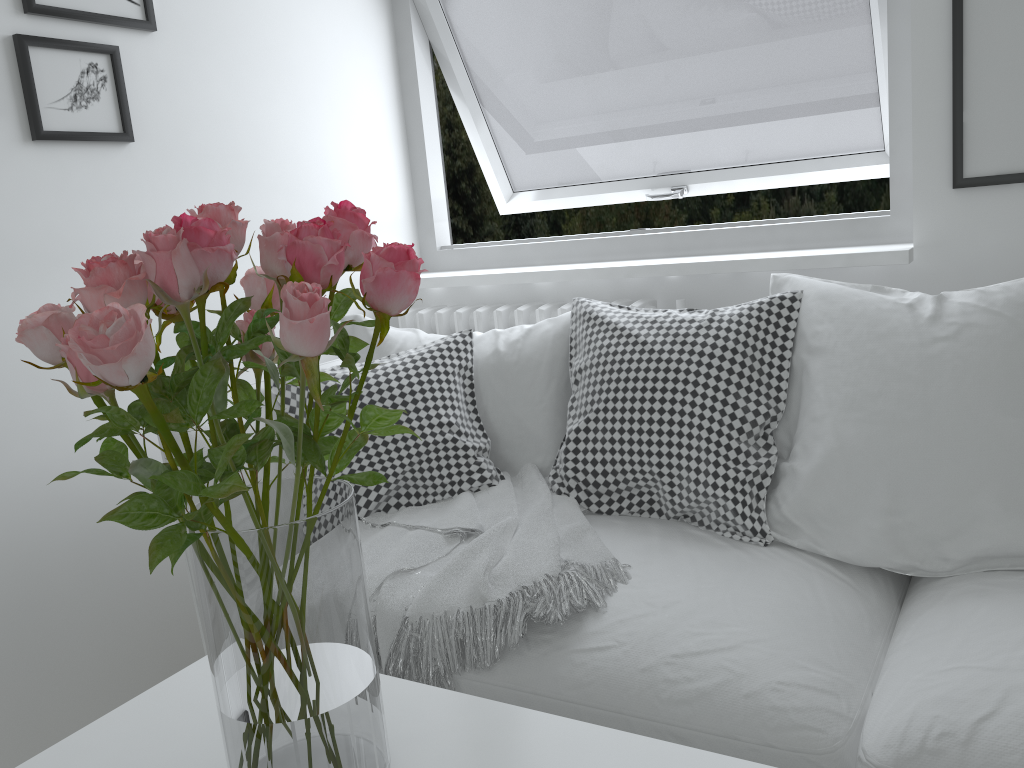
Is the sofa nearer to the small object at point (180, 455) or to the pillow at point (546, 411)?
the pillow at point (546, 411)

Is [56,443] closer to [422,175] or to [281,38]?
[281,38]

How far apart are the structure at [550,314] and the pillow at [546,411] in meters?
0.2 m

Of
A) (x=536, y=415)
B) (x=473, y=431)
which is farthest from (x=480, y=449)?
(x=536, y=415)

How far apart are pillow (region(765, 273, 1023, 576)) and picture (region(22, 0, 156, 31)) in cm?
143

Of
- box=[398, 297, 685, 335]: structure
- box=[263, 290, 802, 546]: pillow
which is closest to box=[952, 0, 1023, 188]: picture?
box=[263, 290, 802, 546]: pillow

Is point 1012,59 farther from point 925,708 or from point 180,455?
point 180,455

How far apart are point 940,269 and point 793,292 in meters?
0.4

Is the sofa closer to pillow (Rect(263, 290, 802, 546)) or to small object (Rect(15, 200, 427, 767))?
pillow (Rect(263, 290, 802, 546))

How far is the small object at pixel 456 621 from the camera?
1.42m
